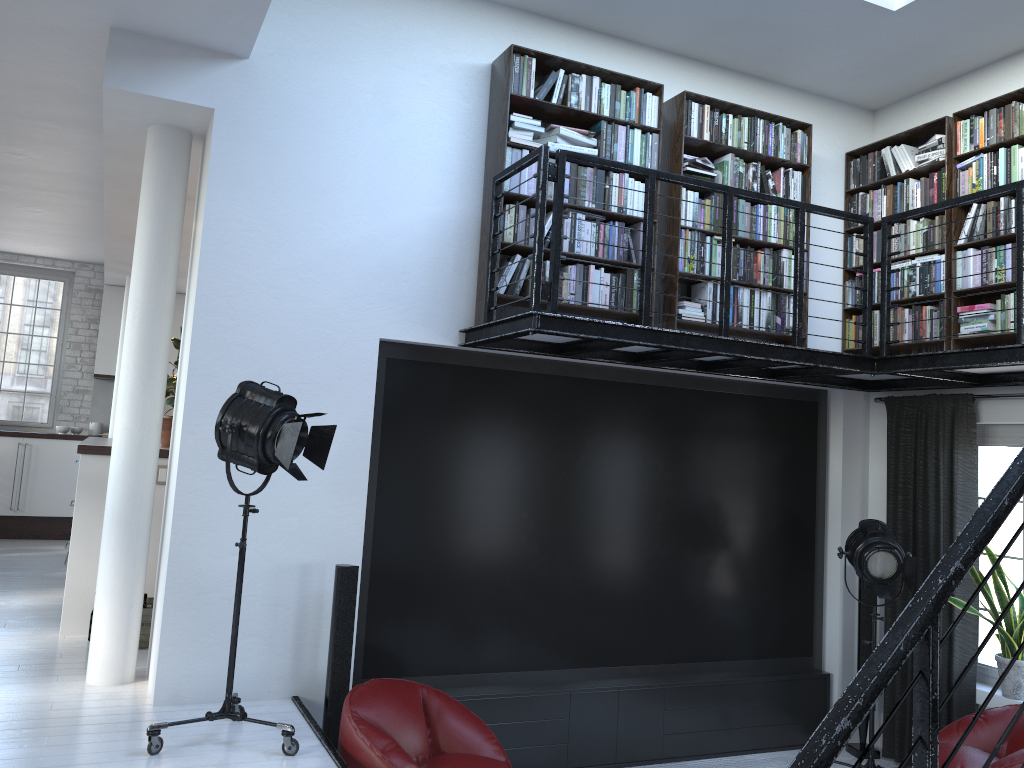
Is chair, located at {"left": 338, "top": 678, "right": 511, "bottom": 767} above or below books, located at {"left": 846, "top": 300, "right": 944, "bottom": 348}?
below

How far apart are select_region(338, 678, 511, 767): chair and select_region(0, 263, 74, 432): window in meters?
8.1 m

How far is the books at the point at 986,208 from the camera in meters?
5.3

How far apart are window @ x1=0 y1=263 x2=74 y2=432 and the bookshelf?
7.82m

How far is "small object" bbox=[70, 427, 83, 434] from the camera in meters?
10.5

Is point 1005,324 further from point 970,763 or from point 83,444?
point 83,444

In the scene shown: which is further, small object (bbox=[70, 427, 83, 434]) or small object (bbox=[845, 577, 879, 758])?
small object (bbox=[70, 427, 83, 434])

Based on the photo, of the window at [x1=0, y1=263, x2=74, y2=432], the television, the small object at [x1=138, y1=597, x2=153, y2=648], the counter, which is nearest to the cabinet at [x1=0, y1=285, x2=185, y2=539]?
the window at [x1=0, y1=263, x2=74, y2=432]

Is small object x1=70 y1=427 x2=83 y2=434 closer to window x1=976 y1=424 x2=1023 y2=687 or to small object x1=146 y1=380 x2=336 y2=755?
small object x1=146 y1=380 x2=336 y2=755

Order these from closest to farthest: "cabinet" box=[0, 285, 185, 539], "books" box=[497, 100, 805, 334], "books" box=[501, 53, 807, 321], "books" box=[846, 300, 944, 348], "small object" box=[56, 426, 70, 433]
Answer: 1. "books" box=[501, 53, 807, 321]
2. "books" box=[497, 100, 805, 334]
3. "books" box=[846, 300, 944, 348]
4. "cabinet" box=[0, 285, 185, 539]
5. "small object" box=[56, 426, 70, 433]
